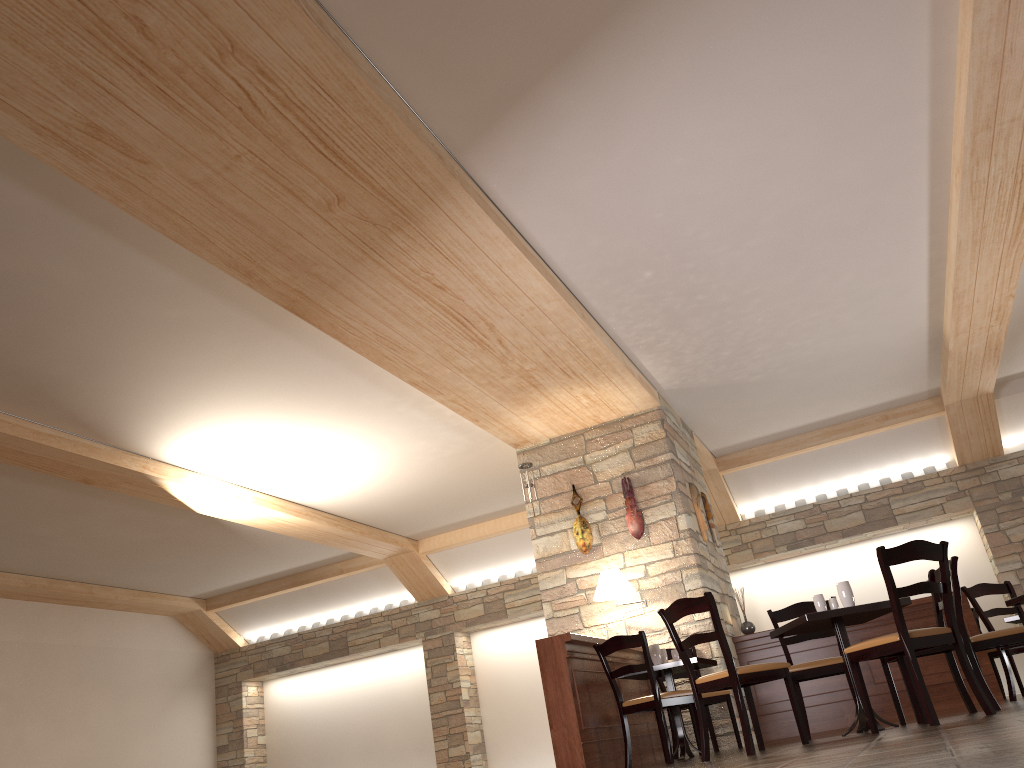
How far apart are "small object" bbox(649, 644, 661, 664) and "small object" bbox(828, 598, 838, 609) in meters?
1.7

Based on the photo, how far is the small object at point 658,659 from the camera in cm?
666

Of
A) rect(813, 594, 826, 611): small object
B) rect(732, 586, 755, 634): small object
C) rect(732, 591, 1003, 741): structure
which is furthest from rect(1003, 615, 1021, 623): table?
rect(813, 594, 826, 611): small object

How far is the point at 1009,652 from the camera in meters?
7.8

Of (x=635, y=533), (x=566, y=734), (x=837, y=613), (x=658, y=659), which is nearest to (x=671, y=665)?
(x=658, y=659)

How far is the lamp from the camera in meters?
7.5 m

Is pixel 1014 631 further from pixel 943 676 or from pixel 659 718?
pixel 659 718

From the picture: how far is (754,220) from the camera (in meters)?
5.93

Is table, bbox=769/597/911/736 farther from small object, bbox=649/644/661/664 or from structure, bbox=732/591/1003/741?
structure, bbox=732/591/1003/741

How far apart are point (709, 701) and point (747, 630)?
1.5 meters
